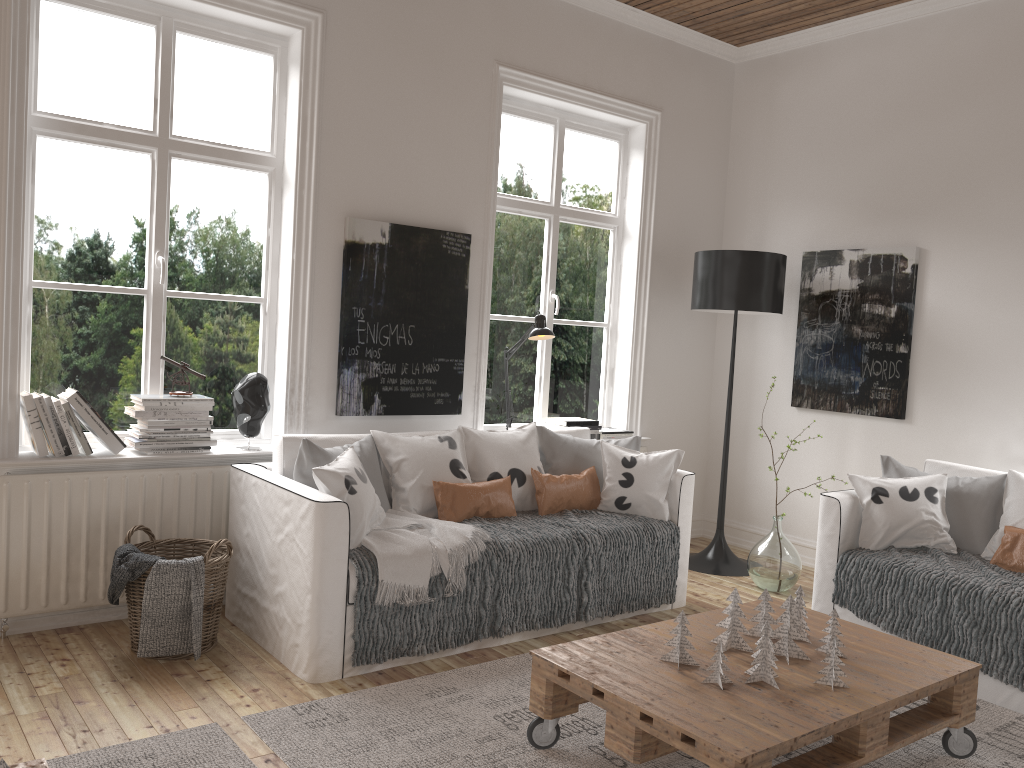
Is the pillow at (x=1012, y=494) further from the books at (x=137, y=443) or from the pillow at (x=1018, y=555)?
the books at (x=137, y=443)

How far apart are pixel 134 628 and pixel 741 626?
2.13m

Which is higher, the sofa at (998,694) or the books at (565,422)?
the books at (565,422)

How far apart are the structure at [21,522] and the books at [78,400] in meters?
0.1 m

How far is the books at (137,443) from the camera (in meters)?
3.55

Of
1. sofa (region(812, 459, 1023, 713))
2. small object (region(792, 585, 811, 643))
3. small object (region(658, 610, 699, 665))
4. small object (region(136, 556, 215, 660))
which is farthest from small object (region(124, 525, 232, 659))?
sofa (region(812, 459, 1023, 713))

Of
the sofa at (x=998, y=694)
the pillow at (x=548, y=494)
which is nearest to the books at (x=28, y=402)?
the pillow at (x=548, y=494)

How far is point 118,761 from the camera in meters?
2.4

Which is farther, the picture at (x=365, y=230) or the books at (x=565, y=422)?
the books at (x=565, y=422)

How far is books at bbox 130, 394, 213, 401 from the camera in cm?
355
